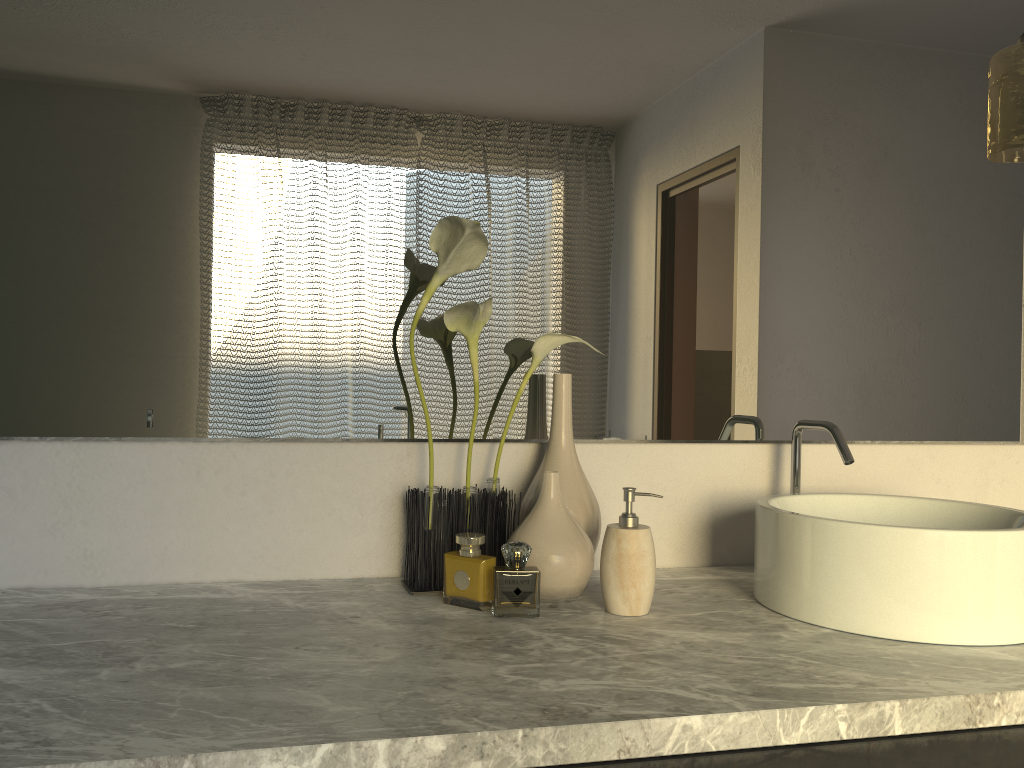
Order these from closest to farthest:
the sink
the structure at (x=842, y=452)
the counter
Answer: the counter → the sink → the structure at (x=842, y=452)

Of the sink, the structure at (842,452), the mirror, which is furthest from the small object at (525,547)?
the structure at (842,452)

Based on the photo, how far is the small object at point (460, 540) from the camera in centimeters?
113cm

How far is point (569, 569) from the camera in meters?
1.1

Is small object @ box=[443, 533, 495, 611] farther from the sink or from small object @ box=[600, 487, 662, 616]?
the sink

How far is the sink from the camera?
1.0m

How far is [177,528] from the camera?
1.2m

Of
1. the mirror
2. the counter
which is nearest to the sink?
the counter

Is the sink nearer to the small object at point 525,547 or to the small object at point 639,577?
the small object at point 639,577

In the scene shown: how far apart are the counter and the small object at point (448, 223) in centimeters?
1cm
